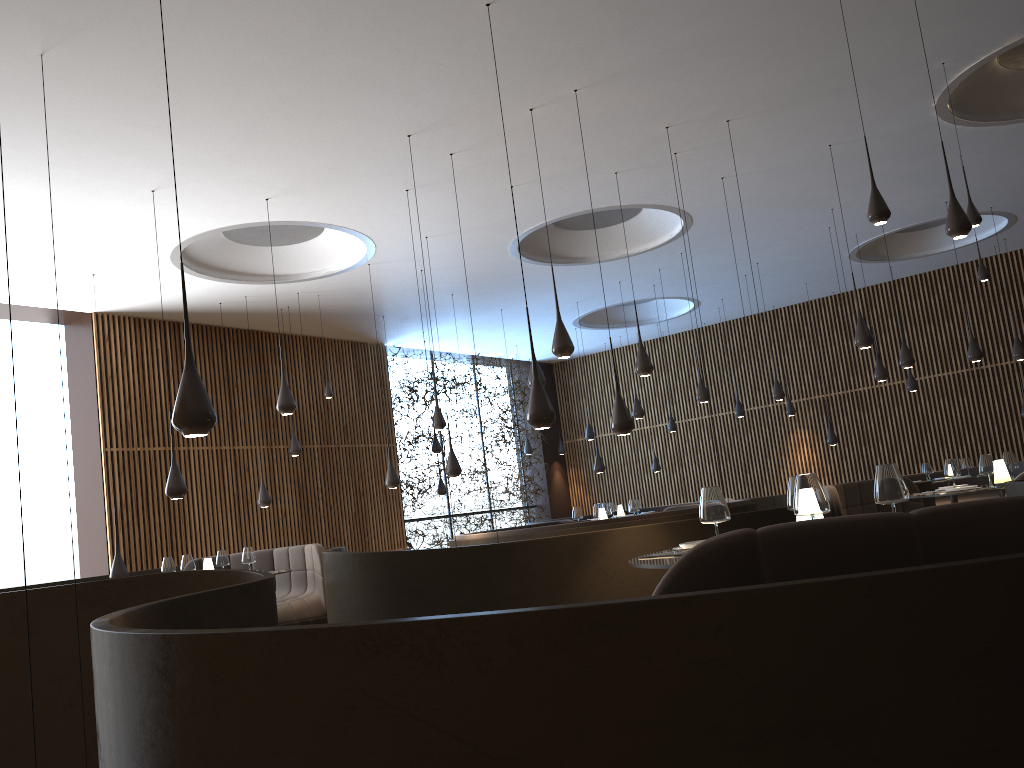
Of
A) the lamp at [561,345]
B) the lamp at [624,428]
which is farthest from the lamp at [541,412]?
the lamp at [561,345]

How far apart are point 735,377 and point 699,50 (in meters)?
12.10

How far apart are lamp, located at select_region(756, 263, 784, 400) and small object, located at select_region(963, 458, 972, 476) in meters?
3.0 m

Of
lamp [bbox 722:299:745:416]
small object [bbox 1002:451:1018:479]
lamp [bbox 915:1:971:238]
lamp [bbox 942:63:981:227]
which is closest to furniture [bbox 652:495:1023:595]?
lamp [bbox 915:1:971:238]

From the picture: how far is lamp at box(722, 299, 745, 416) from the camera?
16.1m

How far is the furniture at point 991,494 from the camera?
14.66m

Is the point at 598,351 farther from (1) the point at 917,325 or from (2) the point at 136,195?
(2) the point at 136,195

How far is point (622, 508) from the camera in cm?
1660

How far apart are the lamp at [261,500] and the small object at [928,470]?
9.71m

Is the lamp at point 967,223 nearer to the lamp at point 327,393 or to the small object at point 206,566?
the small object at point 206,566
